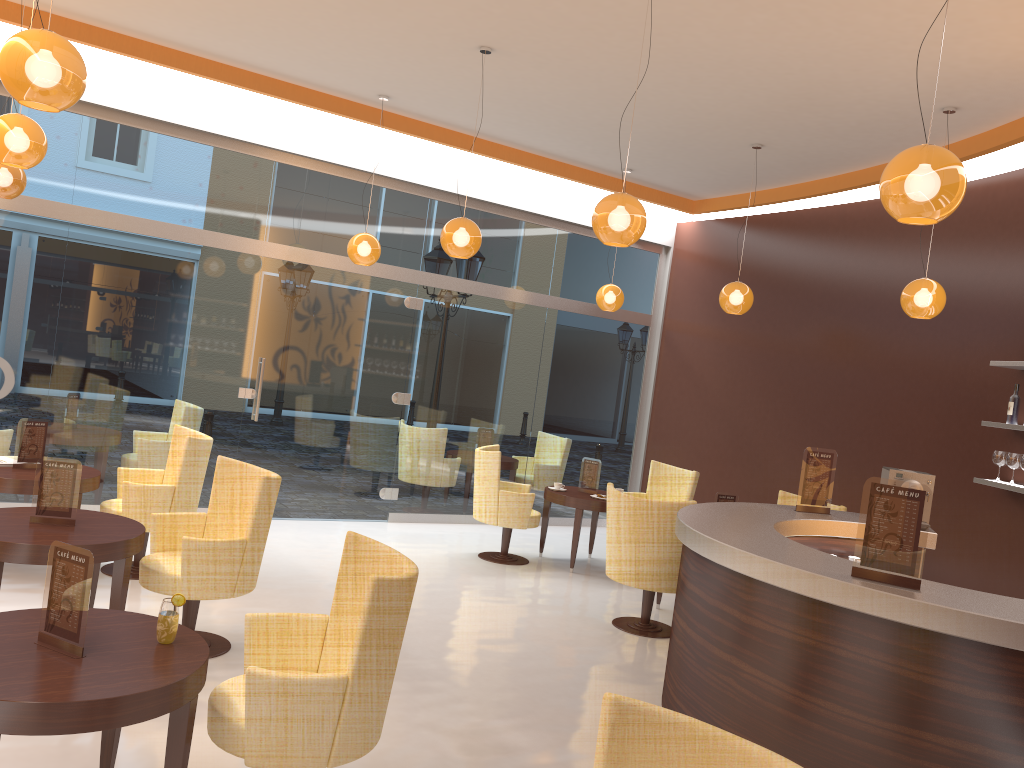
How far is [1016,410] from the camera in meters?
6.4

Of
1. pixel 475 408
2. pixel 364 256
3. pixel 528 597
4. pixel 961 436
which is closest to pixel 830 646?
pixel 528 597

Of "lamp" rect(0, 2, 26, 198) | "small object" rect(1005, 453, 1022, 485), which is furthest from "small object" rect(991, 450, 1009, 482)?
"lamp" rect(0, 2, 26, 198)

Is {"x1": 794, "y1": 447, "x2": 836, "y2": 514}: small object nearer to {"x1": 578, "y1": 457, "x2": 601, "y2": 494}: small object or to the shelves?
the shelves

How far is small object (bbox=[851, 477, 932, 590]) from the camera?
3.5 meters

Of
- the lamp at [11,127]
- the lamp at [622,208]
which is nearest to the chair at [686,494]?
the lamp at [622,208]

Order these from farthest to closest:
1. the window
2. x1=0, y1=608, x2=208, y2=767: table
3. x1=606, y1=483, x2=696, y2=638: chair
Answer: the window → x1=606, y1=483, x2=696, y2=638: chair → x1=0, y1=608, x2=208, y2=767: table

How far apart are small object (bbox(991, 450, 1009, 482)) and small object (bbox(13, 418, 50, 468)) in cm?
666

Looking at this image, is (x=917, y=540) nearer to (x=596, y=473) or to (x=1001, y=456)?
(x=1001, y=456)

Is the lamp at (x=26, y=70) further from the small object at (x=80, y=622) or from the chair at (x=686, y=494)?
the chair at (x=686, y=494)
